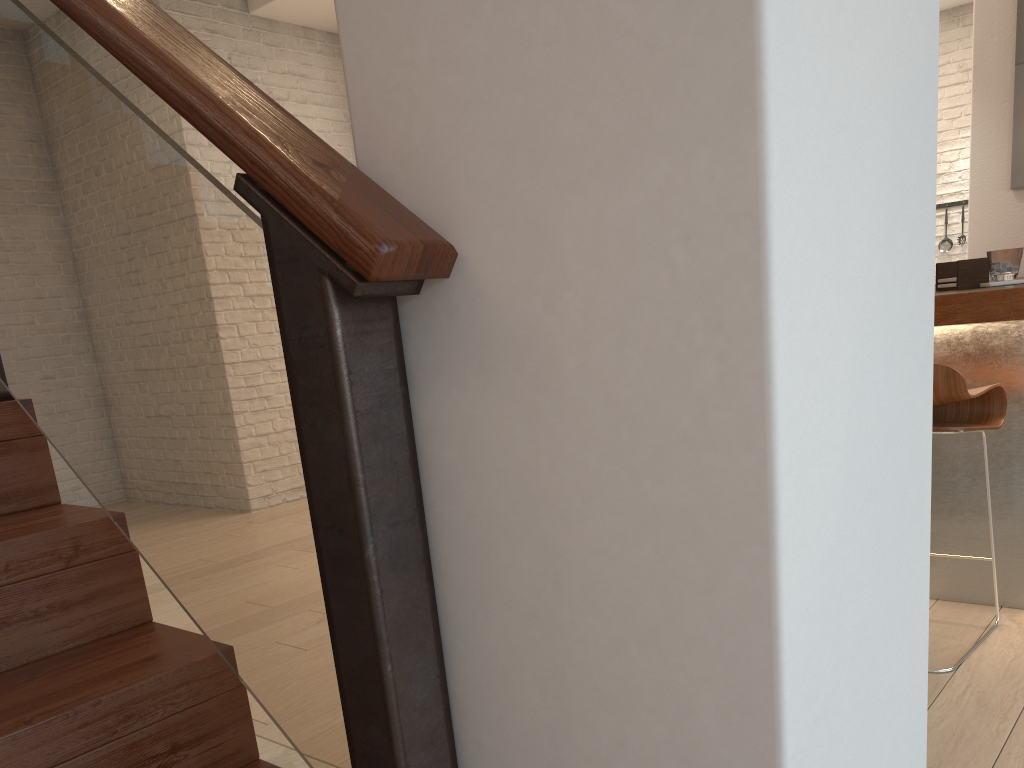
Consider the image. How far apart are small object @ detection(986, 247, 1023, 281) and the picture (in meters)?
2.07

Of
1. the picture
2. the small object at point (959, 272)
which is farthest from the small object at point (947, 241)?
the small object at point (959, 272)

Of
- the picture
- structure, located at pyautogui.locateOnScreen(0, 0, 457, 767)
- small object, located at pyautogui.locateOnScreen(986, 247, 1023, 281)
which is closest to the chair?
small object, located at pyautogui.locateOnScreen(986, 247, 1023, 281)

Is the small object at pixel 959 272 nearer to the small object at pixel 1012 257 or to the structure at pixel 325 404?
the small object at pixel 1012 257

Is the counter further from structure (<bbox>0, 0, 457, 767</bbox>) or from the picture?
the picture

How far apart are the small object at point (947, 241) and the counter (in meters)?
4.95

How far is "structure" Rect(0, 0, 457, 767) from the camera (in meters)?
0.89

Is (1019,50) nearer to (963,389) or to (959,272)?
(959,272)

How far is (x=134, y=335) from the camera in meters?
1.2 m

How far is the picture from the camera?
4.10m
